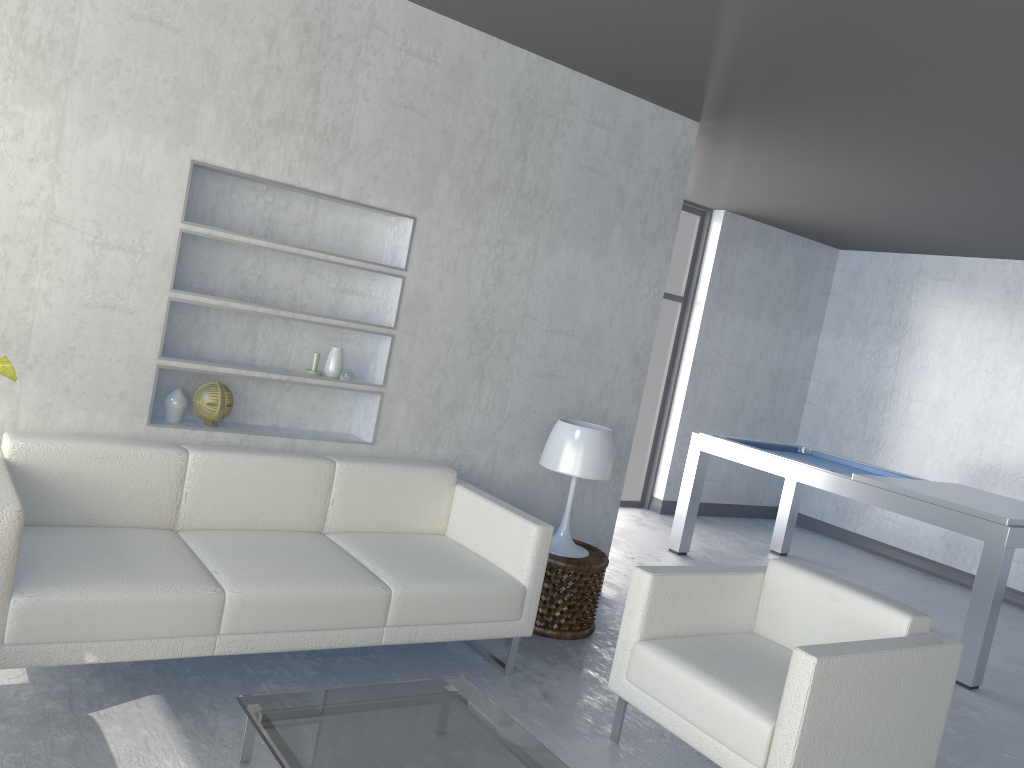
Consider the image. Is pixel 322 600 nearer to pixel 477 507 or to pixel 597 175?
pixel 477 507

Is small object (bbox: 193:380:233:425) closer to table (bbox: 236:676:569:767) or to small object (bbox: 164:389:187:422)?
small object (bbox: 164:389:187:422)

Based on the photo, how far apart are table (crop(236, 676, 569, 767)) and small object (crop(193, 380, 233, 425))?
1.3m

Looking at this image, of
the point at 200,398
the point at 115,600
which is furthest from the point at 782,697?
the point at 200,398

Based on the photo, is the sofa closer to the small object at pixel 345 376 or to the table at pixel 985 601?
the small object at pixel 345 376

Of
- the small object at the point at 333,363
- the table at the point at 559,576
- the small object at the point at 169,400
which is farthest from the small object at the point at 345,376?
the table at the point at 559,576

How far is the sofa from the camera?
2.5 meters

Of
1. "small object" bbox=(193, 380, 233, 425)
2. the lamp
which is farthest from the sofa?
the lamp

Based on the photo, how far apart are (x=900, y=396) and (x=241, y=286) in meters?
5.7 m

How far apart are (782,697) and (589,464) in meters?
1.5
